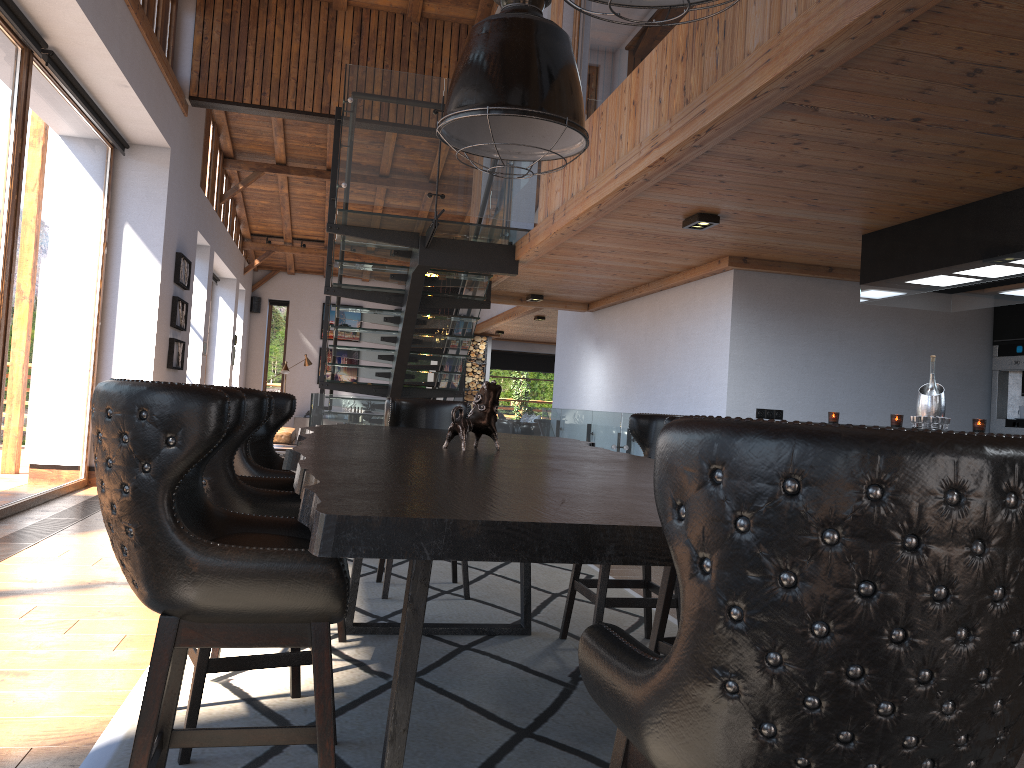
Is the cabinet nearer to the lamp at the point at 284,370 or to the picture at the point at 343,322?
the lamp at the point at 284,370

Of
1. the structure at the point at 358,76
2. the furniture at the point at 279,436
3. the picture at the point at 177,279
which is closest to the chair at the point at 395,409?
the structure at the point at 358,76

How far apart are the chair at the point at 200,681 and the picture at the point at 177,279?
7.6m

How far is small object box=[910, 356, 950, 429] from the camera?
5.3 meters

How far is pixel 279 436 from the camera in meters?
14.3

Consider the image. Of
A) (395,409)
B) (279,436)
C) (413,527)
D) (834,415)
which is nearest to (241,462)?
(395,409)

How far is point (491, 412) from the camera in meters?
3.1 m

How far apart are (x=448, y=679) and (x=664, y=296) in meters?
5.8 m

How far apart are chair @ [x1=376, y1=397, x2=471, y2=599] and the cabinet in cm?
492

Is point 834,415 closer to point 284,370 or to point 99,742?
point 99,742
